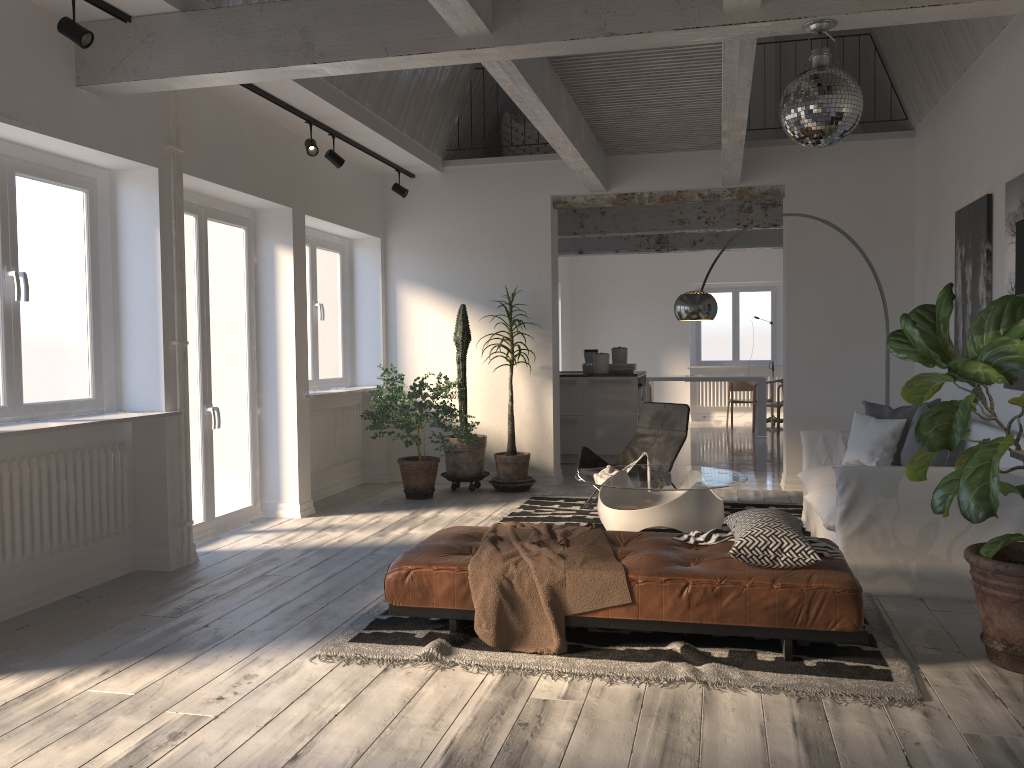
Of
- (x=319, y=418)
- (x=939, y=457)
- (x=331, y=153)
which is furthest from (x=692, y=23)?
(x=319, y=418)

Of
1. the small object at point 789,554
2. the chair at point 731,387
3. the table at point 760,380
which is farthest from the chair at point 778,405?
the small object at point 789,554

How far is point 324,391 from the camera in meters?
7.6

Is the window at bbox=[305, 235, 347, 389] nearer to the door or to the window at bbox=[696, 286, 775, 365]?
the door

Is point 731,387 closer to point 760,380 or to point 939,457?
point 760,380

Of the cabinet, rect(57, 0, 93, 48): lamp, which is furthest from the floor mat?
rect(57, 0, 93, 48): lamp

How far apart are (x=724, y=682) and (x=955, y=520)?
1.82m

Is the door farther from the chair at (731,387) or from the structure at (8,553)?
the chair at (731,387)

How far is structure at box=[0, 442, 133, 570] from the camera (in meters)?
4.33

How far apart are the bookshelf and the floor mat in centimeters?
92cm
